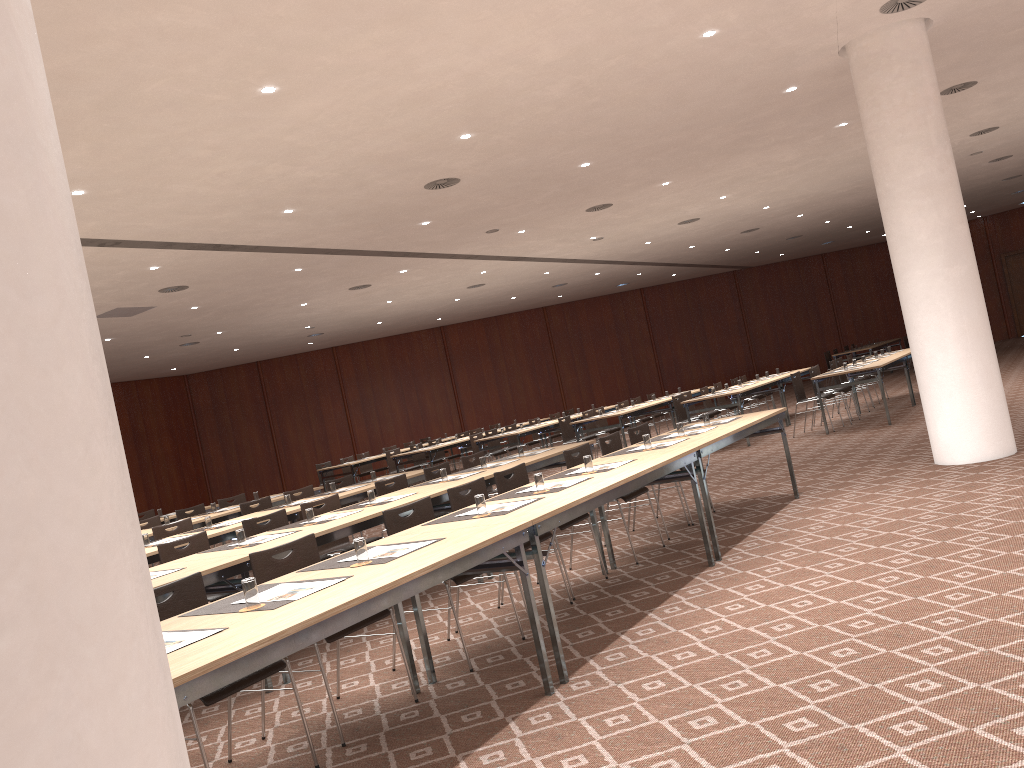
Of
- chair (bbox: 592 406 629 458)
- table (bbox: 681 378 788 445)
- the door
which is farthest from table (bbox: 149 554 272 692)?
the door

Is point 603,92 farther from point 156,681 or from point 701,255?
point 701,255

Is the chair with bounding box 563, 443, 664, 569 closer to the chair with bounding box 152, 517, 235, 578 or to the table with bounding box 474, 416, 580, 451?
the chair with bounding box 152, 517, 235, 578

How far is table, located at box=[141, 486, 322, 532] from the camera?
9.7m

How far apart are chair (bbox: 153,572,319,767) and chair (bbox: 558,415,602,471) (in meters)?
11.38

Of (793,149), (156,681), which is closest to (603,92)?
(793,149)

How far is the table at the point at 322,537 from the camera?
5.84m

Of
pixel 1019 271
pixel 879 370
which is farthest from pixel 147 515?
pixel 1019 271

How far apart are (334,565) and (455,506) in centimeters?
174cm

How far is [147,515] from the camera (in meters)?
12.86
